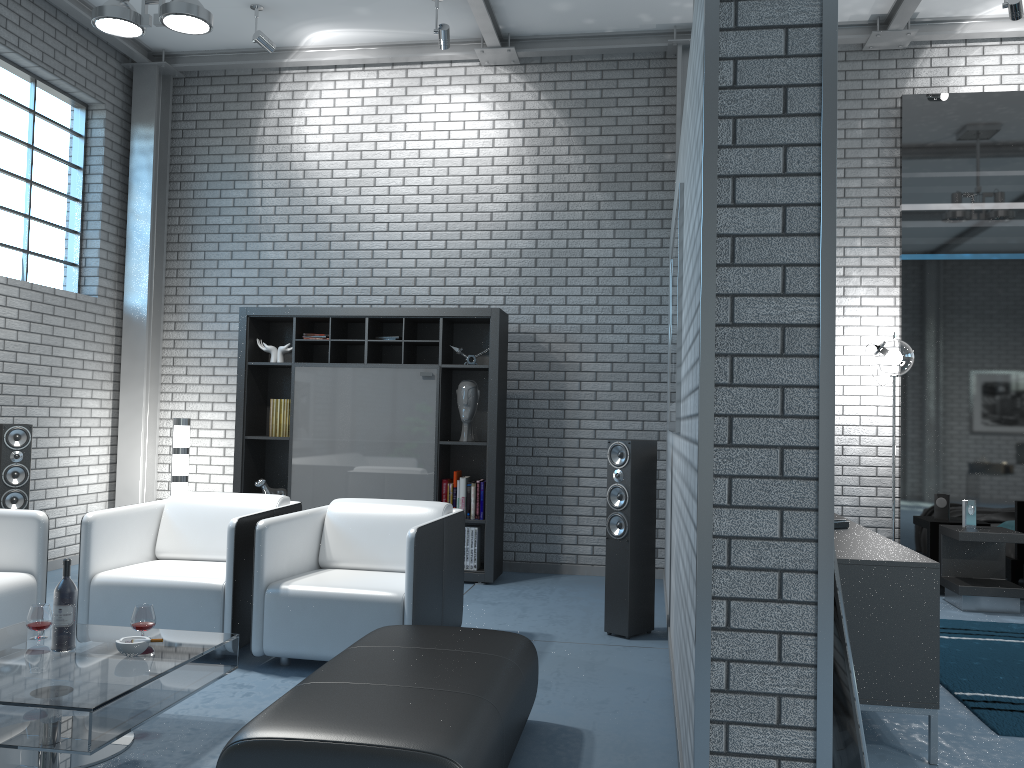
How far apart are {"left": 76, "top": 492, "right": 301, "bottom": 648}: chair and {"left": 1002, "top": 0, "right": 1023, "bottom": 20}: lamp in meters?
5.2 m

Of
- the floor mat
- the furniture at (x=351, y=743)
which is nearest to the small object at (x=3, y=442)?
the furniture at (x=351, y=743)

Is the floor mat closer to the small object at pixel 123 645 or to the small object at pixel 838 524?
the small object at pixel 838 524

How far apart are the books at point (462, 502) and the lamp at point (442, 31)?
2.99m

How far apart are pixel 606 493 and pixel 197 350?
3.47m

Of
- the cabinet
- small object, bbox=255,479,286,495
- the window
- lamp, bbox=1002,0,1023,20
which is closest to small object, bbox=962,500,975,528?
the cabinet

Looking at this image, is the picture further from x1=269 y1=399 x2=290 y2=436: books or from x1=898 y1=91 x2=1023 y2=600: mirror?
x1=269 y1=399 x2=290 y2=436: books

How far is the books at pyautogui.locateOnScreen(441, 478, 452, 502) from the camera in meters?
6.2

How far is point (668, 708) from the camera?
3.5m

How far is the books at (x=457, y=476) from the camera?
6.2 meters
